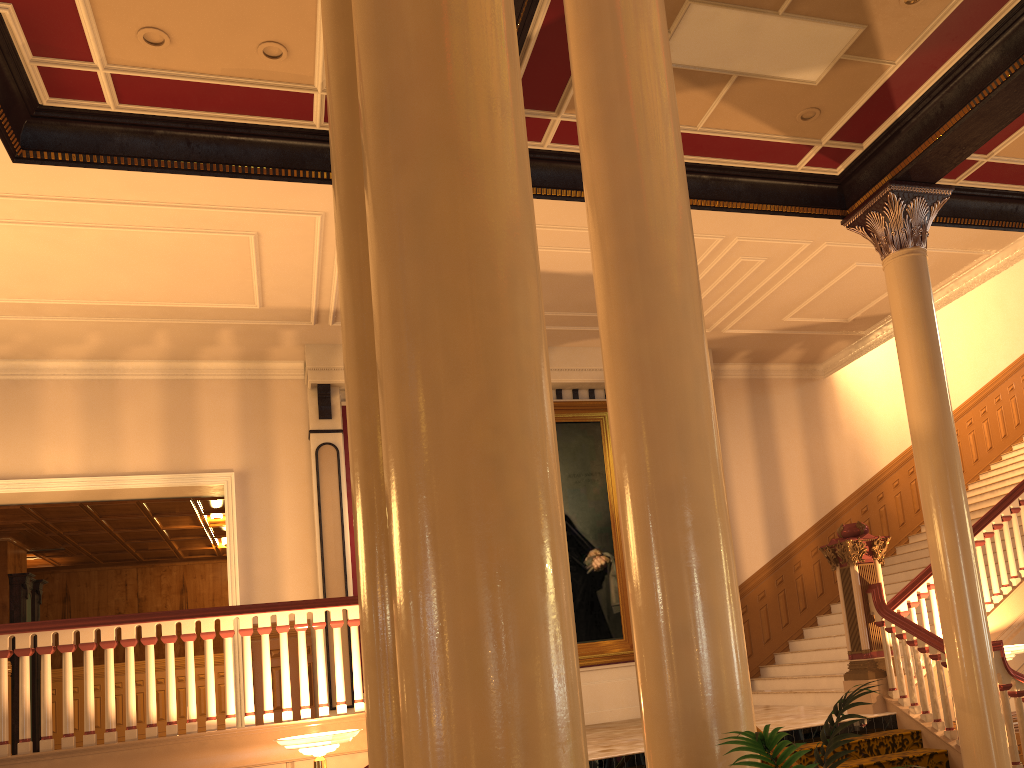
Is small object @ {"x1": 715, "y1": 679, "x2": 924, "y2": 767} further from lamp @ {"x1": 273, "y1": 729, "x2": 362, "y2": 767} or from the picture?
the picture

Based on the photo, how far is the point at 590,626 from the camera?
10.6m

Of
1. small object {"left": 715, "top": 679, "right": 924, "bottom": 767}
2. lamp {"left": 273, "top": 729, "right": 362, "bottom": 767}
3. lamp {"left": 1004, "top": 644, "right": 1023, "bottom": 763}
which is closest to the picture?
lamp {"left": 1004, "top": 644, "right": 1023, "bottom": 763}

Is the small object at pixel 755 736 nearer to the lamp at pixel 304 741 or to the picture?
the lamp at pixel 304 741

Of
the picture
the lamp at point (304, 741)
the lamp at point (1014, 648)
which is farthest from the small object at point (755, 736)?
the picture

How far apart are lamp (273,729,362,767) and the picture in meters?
5.1 m

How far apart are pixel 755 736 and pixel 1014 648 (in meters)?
6.56

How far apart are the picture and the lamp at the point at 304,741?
5.1m

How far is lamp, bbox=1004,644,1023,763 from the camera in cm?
703

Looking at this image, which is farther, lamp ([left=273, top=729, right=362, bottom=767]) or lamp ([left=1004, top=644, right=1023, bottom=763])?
lamp ([left=1004, top=644, right=1023, bottom=763])
